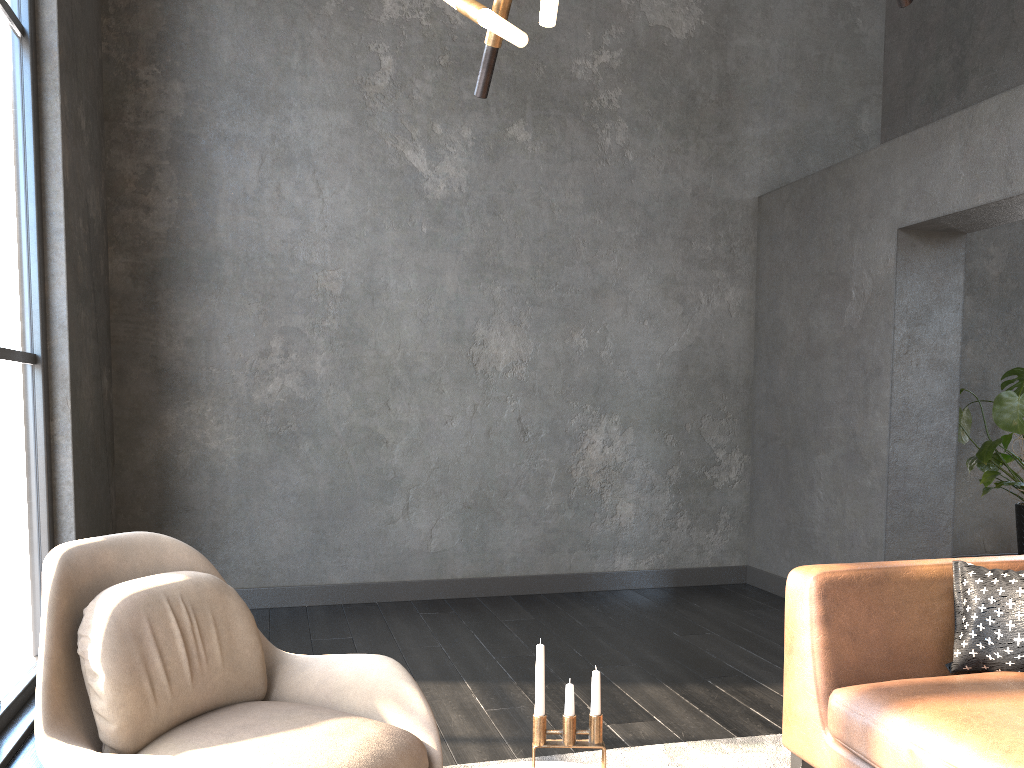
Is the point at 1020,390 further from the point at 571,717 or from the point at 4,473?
the point at 4,473

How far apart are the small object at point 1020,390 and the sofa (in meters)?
2.37

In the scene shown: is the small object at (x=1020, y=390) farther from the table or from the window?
the window

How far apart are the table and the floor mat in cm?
91

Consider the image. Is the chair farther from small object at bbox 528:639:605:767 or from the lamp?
the lamp

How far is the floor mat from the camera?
2.8m

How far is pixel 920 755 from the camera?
2.0m

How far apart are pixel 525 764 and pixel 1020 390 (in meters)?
4.04

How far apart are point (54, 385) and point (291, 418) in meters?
1.4

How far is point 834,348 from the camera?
4.9m
